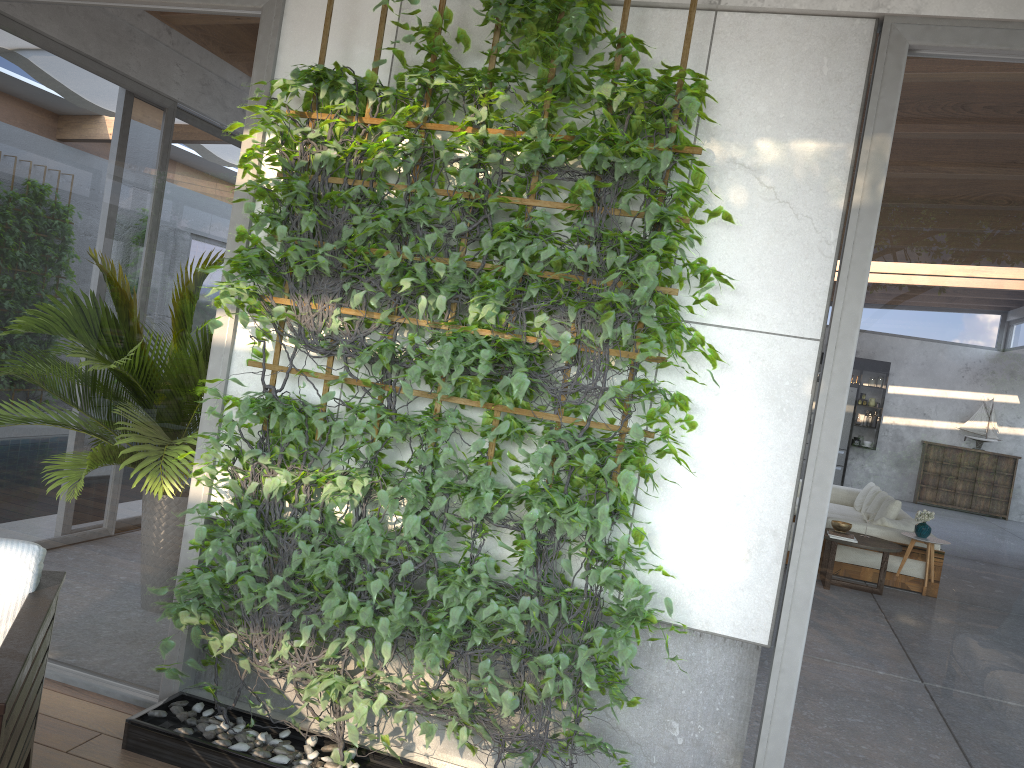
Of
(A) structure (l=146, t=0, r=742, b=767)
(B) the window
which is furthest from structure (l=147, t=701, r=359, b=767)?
(B) the window

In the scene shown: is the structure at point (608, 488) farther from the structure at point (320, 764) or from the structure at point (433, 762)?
the structure at point (433, 762)

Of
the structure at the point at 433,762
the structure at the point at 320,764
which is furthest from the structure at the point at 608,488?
the structure at the point at 433,762

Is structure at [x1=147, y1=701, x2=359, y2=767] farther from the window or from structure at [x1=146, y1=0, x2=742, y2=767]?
the window

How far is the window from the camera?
2.6m

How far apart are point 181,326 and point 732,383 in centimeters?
199cm

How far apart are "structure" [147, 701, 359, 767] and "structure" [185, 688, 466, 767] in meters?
0.1 m

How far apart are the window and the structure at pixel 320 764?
0.14m

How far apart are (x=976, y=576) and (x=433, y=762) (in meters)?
1.83

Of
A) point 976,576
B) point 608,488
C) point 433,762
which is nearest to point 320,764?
point 433,762
